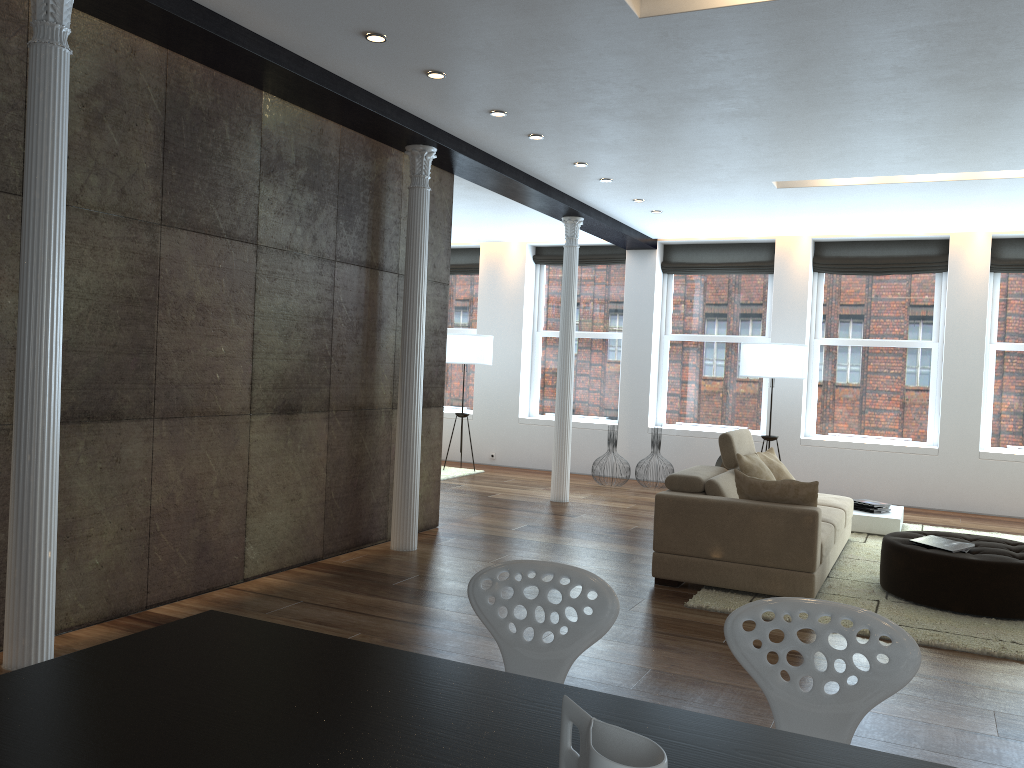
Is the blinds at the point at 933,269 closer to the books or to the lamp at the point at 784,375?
the lamp at the point at 784,375

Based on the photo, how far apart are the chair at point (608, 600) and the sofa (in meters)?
3.32

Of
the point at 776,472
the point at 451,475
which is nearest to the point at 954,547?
the point at 776,472

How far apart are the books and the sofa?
0.5m

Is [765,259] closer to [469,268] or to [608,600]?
[469,268]

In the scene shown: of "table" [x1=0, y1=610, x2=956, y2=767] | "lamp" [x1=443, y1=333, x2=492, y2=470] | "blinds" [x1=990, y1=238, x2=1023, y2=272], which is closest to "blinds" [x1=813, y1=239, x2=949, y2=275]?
"blinds" [x1=990, y1=238, x2=1023, y2=272]

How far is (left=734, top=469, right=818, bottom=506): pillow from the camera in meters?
5.4

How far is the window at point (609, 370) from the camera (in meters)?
11.66

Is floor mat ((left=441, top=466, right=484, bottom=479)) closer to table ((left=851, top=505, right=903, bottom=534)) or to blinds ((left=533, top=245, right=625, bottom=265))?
blinds ((left=533, top=245, right=625, bottom=265))

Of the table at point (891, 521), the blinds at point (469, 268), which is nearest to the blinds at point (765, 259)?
the blinds at point (469, 268)
